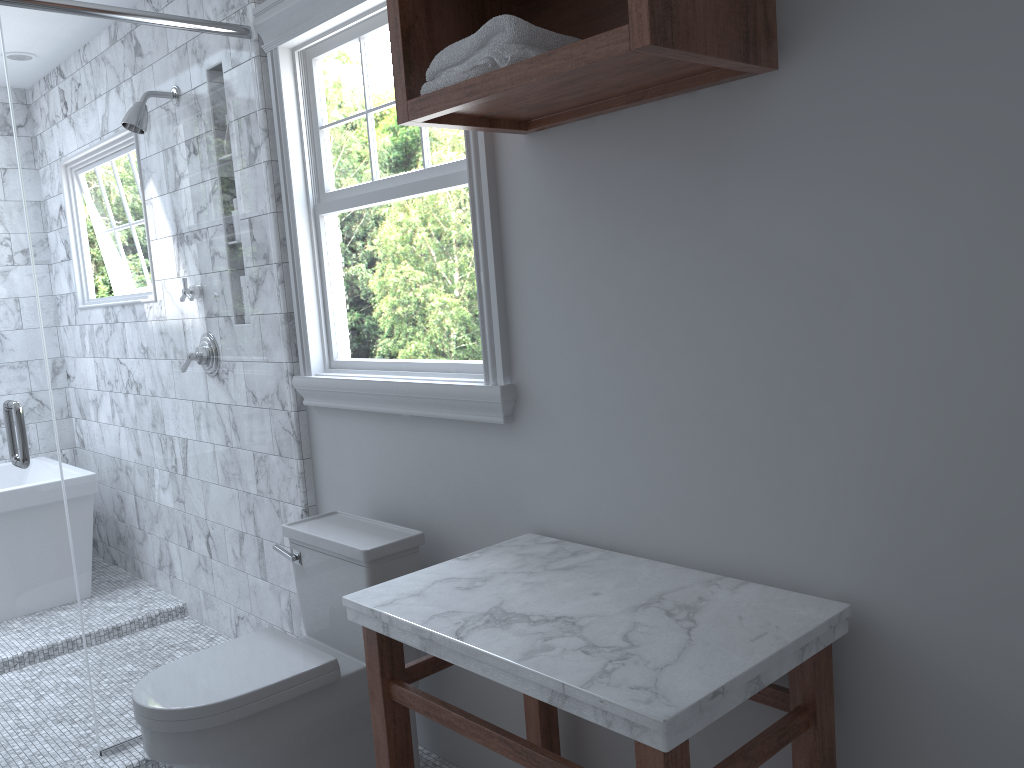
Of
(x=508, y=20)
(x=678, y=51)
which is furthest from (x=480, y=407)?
(x=678, y=51)

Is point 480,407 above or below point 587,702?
above

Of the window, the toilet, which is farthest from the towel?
the toilet

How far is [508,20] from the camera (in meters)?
1.58

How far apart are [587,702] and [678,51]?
1.00m

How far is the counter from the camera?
1.3m

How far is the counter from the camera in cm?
132

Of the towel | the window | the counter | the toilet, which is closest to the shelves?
the towel

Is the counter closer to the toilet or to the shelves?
the toilet

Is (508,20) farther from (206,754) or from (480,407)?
(206,754)
